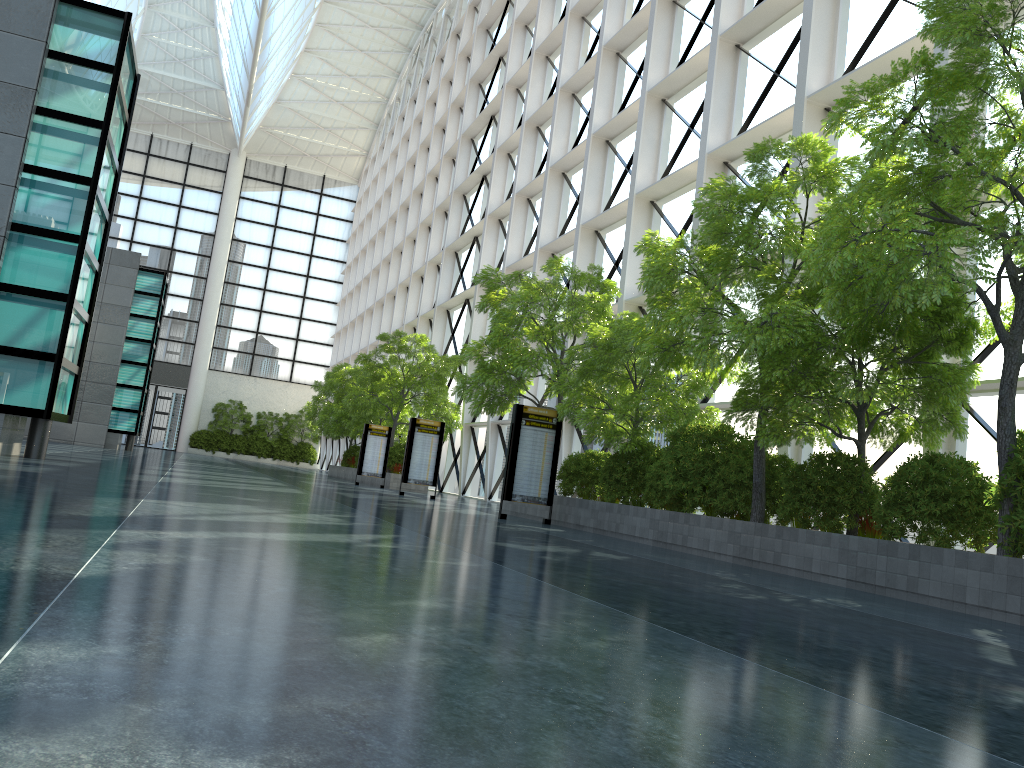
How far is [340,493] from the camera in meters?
22.9 m
